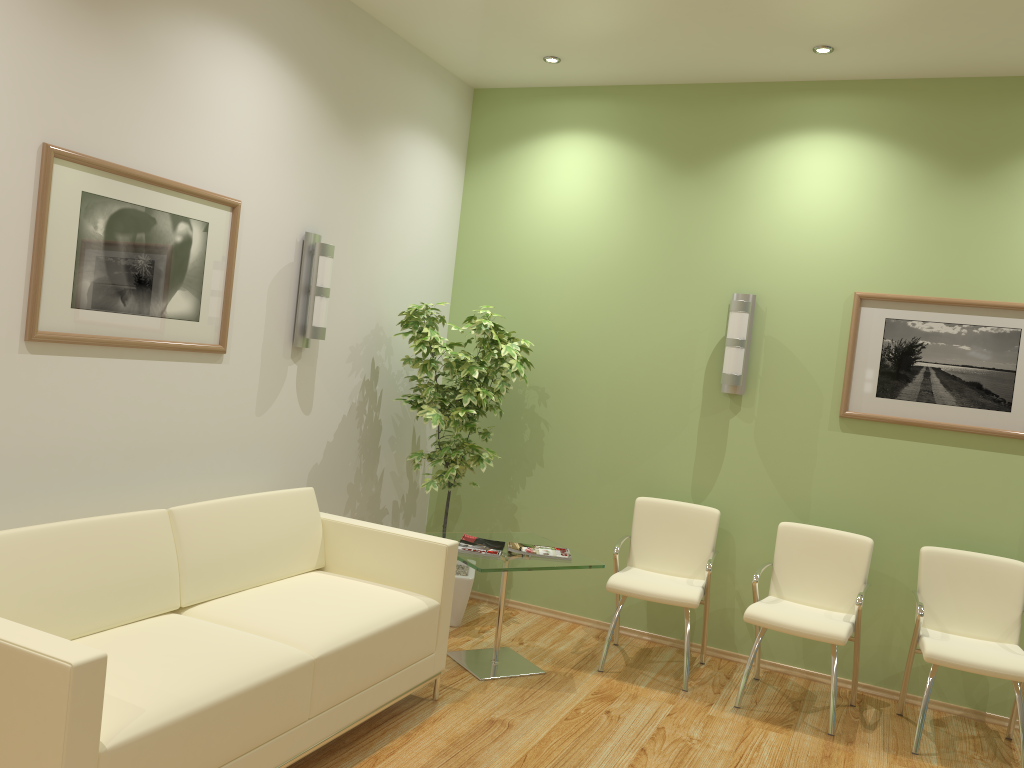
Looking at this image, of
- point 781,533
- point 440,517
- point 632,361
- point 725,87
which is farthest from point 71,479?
point 725,87

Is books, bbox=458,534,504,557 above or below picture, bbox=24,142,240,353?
below

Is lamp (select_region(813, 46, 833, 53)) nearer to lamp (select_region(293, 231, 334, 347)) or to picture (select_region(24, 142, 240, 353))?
lamp (select_region(293, 231, 334, 347))

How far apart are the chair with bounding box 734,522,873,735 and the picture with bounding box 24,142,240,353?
2.81m

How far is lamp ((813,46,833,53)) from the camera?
4.5 meters

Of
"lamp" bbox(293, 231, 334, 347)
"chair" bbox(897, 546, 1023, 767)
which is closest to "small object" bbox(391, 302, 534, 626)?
"lamp" bbox(293, 231, 334, 347)

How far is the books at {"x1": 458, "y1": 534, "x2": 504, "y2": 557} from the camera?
4.44m

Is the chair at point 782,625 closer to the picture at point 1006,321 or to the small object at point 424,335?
the picture at point 1006,321

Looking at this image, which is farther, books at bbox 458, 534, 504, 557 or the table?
books at bbox 458, 534, 504, 557

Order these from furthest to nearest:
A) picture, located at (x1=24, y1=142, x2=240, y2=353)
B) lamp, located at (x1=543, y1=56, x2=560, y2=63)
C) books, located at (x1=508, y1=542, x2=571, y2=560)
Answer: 1. lamp, located at (x1=543, y1=56, x2=560, y2=63)
2. books, located at (x1=508, y1=542, x2=571, y2=560)
3. picture, located at (x1=24, y1=142, x2=240, y2=353)
